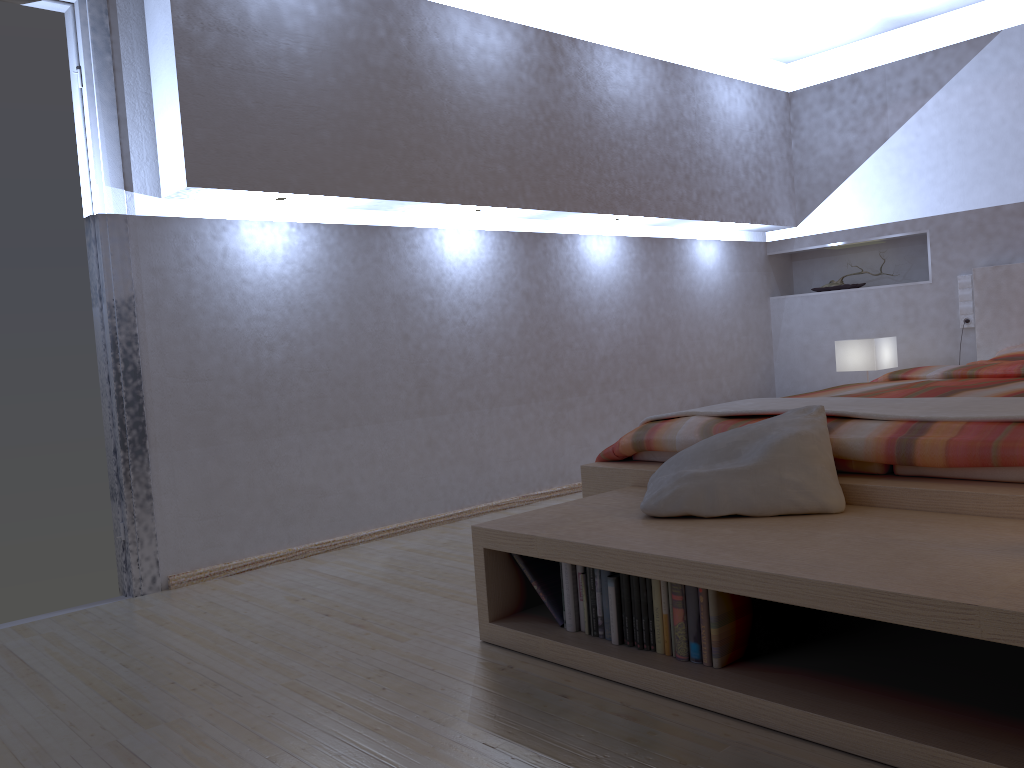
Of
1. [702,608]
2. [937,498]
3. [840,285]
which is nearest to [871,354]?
[840,285]

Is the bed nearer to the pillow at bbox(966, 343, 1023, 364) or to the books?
the pillow at bbox(966, 343, 1023, 364)

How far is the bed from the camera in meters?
2.0

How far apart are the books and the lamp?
3.01m

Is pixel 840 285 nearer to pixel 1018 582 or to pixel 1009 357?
pixel 1009 357

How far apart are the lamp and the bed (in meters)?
0.42

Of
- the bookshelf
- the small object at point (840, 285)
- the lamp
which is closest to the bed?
the bookshelf

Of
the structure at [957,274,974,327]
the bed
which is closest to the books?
the bed

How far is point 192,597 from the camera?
2.98m

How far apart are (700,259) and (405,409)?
2.29m
